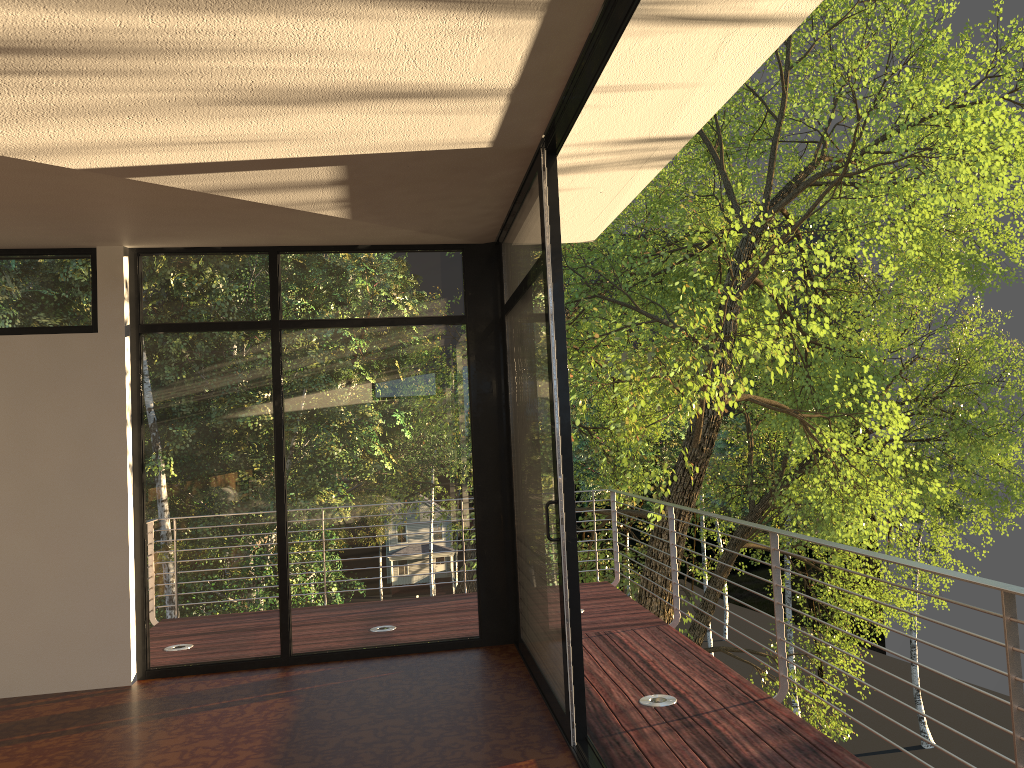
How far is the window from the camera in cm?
469

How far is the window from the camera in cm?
469

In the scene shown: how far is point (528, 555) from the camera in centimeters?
469cm

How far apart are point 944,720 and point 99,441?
35.2m
